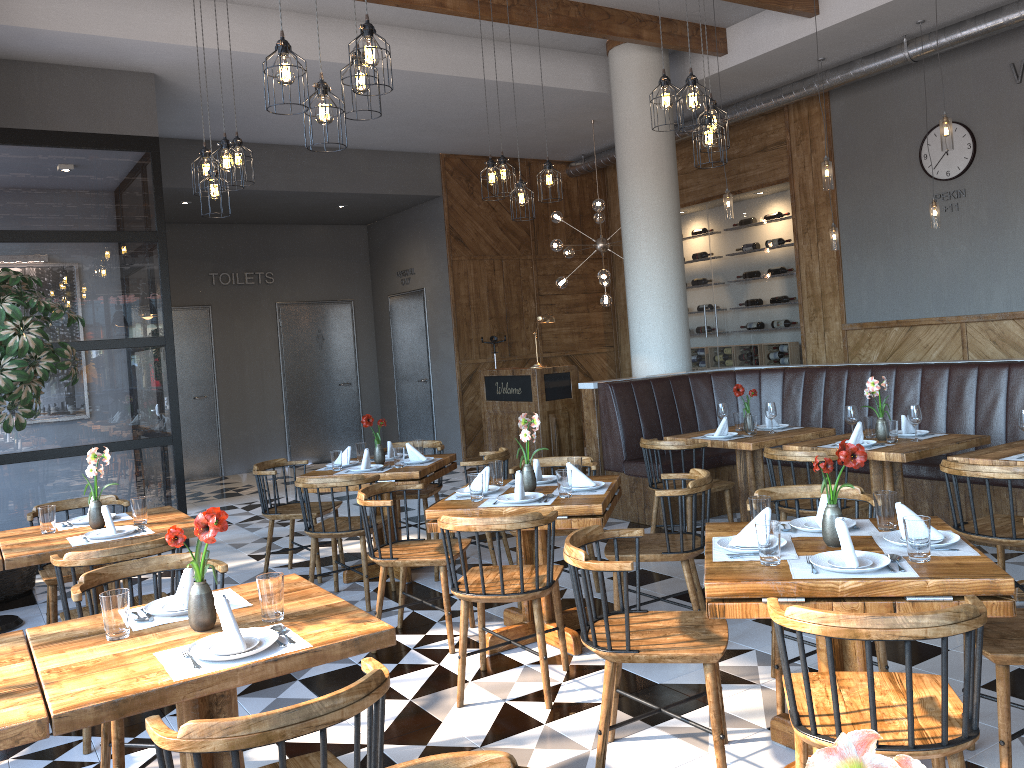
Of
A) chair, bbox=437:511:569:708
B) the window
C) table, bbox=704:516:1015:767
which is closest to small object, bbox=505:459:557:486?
chair, bbox=437:511:569:708

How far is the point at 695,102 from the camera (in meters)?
4.76

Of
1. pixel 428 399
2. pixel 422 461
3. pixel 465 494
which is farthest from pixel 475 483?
pixel 428 399

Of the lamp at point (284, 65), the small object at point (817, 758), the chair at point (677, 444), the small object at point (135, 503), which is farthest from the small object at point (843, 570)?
the small object at point (135, 503)

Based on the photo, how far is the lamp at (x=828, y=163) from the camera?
6.83m

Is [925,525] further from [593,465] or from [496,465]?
[593,465]

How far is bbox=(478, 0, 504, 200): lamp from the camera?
6.6 meters

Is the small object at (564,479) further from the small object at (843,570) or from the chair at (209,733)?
the chair at (209,733)

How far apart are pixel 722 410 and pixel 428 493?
2.2m

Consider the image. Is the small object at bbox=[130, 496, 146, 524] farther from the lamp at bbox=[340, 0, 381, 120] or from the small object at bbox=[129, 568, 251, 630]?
the lamp at bbox=[340, 0, 381, 120]
